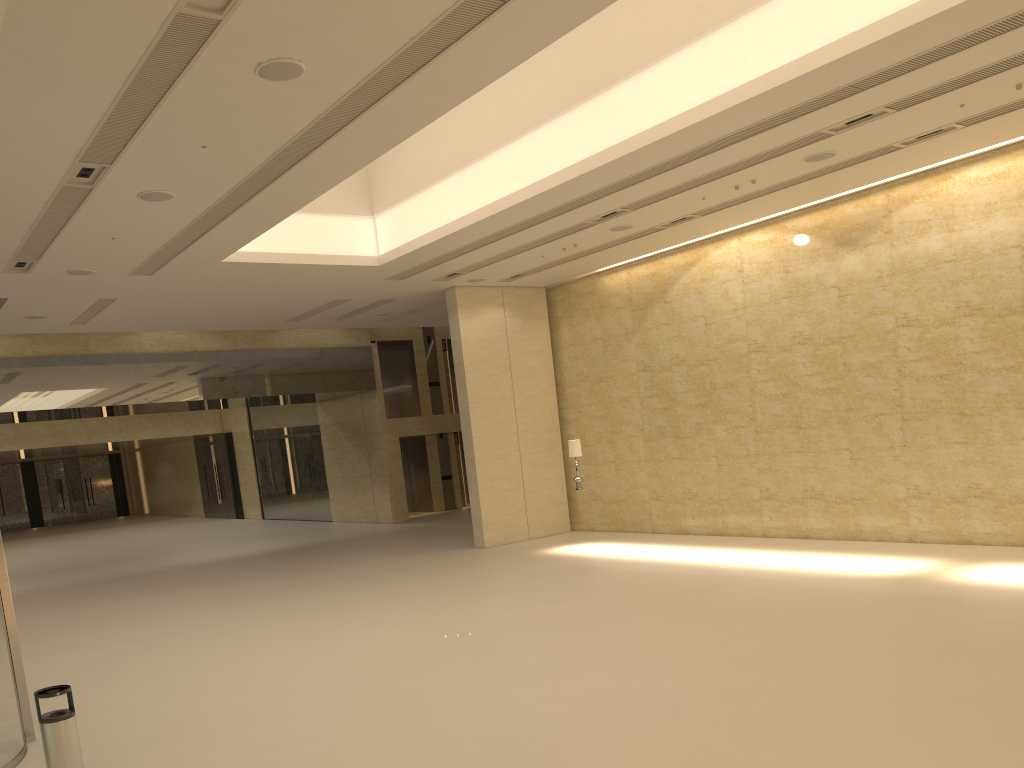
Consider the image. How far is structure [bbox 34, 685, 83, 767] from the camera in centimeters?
609cm

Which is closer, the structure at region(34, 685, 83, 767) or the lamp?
the structure at region(34, 685, 83, 767)

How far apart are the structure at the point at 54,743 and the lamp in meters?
12.6

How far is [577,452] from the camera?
18.0m

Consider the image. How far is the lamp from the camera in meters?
18.0 m

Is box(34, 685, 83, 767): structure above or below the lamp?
below

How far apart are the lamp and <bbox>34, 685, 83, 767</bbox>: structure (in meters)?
12.55

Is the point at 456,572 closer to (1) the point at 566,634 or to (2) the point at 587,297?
(1) the point at 566,634

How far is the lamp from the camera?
18.00m

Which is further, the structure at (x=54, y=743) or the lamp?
the lamp
